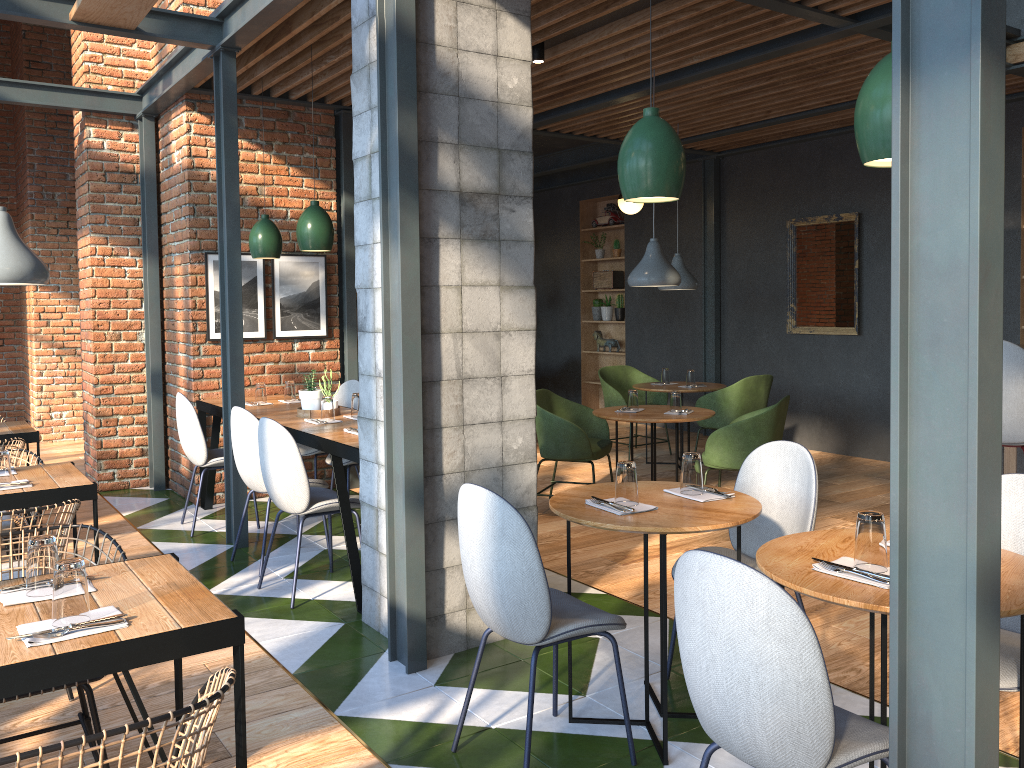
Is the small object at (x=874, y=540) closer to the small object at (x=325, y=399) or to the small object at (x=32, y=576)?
the small object at (x=32, y=576)

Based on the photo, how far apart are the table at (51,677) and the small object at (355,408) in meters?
2.6 m

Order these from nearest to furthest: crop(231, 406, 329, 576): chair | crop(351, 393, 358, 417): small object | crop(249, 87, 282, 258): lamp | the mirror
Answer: crop(231, 406, 329, 576): chair, crop(351, 393, 358, 417): small object, crop(249, 87, 282, 258): lamp, the mirror

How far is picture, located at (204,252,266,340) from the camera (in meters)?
6.27

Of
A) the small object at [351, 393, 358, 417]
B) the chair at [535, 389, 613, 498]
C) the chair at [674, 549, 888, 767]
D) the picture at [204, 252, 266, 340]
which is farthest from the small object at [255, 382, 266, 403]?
the chair at [674, 549, 888, 767]

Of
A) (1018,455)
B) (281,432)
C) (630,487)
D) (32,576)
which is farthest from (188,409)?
(1018,455)

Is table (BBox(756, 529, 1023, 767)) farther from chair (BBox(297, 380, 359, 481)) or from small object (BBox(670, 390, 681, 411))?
chair (BBox(297, 380, 359, 481))

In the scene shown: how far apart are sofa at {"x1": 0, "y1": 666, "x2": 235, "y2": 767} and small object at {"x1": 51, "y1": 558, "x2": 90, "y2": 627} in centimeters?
32cm

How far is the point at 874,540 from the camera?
2.2m

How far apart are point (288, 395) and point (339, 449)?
2.0 meters
